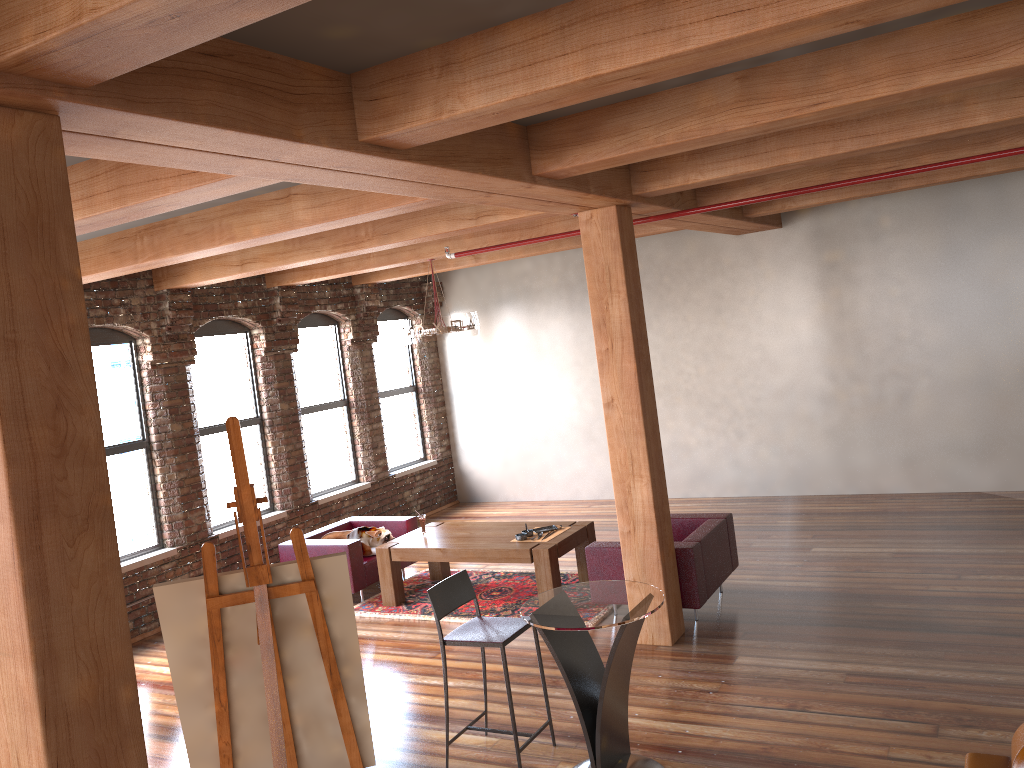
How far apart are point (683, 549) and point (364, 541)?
3.35m

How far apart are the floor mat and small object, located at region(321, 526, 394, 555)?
0.4 meters

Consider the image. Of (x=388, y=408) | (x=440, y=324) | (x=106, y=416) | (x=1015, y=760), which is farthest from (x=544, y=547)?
(x=388, y=408)

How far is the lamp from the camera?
8.43m

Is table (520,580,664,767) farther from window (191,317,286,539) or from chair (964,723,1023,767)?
window (191,317,286,539)

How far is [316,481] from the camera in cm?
1041

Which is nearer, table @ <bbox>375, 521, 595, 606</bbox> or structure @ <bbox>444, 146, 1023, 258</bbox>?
structure @ <bbox>444, 146, 1023, 258</bbox>

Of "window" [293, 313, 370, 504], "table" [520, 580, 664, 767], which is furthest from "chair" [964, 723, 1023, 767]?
"window" [293, 313, 370, 504]

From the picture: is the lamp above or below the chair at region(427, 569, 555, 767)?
above

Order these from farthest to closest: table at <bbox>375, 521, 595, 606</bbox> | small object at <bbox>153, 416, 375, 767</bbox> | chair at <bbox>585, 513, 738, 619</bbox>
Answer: table at <bbox>375, 521, 595, 606</bbox>
chair at <bbox>585, 513, 738, 619</bbox>
small object at <bbox>153, 416, 375, 767</bbox>
